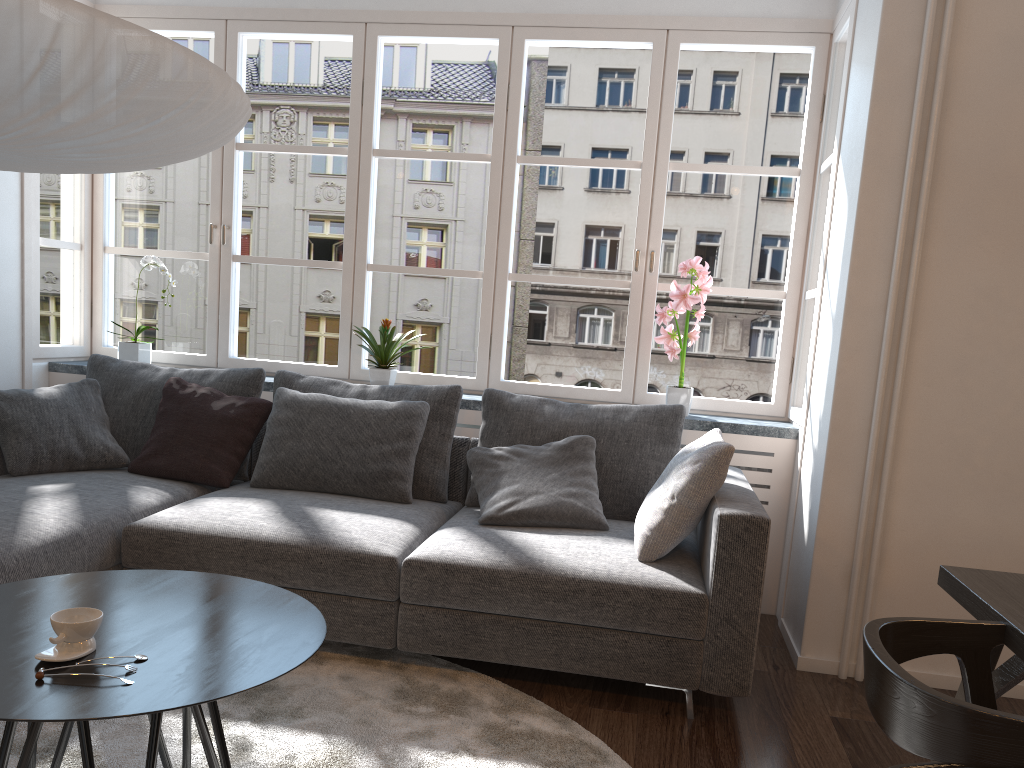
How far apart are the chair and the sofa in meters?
0.9

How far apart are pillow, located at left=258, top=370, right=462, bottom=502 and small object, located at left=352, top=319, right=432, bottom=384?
0.3 meters

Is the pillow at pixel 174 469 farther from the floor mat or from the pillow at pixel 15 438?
the floor mat

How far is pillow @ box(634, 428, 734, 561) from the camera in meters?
2.8

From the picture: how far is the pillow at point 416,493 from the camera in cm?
352

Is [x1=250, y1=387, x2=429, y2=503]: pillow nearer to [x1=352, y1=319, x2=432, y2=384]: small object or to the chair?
[x1=352, y1=319, x2=432, y2=384]: small object

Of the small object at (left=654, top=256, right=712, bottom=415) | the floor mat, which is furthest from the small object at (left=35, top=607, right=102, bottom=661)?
the small object at (left=654, top=256, right=712, bottom=415)

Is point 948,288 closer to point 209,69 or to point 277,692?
point 209,69

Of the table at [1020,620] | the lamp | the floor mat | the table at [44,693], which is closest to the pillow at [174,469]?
the floor mat

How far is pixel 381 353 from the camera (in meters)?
4.04
